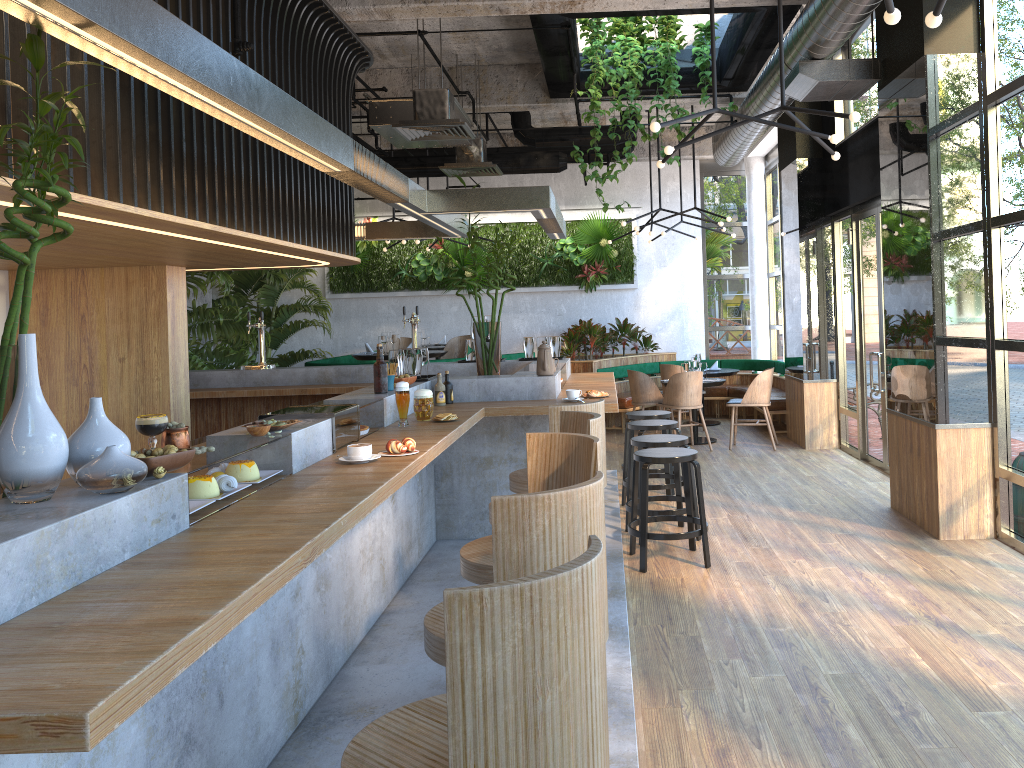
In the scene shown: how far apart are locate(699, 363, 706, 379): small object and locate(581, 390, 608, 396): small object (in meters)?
5.22

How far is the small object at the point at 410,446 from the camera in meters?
3.7 m

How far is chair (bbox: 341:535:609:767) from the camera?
1.6m

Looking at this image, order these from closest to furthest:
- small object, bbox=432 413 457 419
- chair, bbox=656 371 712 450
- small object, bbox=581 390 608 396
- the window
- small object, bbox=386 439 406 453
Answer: small object, bbox=386 439 406 453 → small object, bbox=432 413 457 419 → the window → small object, bbox=581 390 608 396 → chair, bbox=656 371 712 450

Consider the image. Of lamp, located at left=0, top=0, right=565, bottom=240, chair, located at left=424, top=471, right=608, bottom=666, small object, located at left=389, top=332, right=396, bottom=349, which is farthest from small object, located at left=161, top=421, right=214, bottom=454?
small object, located at left=389, top=332, right=396, bottom=349

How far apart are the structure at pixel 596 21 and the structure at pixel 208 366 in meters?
3.7

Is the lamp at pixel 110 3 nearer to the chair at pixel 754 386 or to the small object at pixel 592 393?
the small object at pixel 592 393

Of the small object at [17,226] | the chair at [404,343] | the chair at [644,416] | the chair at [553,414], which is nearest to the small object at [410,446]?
the chair at [553,414]

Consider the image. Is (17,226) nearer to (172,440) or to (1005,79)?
(172,440)

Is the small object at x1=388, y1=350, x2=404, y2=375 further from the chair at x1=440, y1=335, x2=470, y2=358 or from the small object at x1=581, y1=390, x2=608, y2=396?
the chair at x1=440, y1=335, x2=470, y2=358
